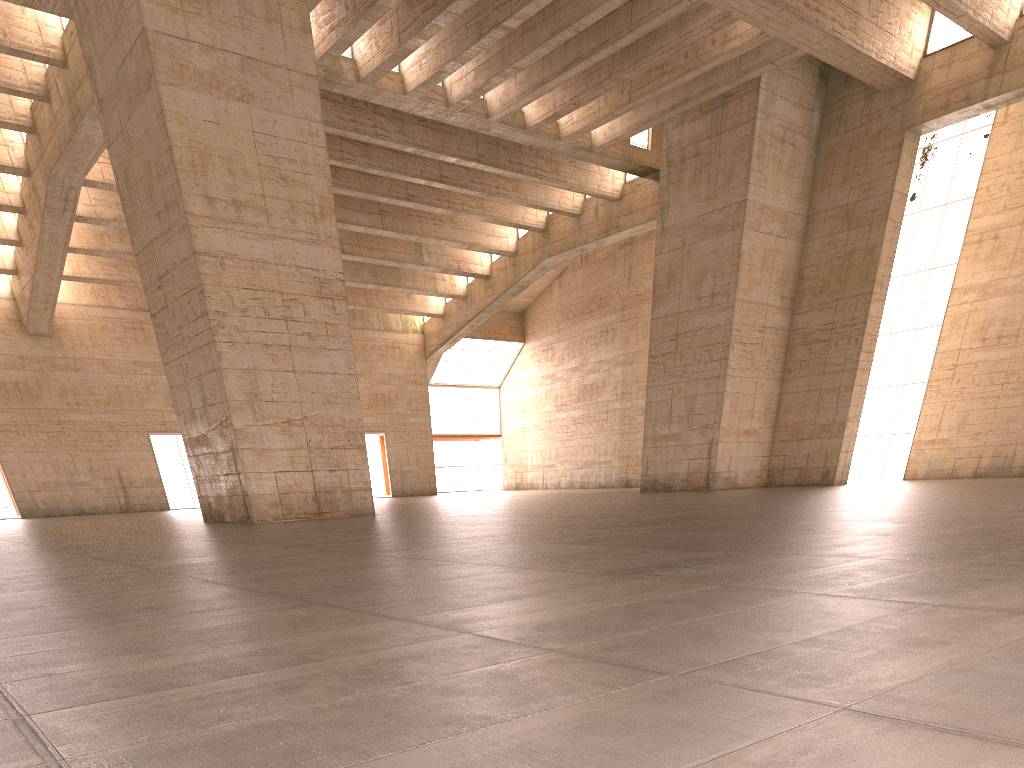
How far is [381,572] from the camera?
6.5m

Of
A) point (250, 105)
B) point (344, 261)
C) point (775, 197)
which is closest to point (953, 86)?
point (775, 197)
